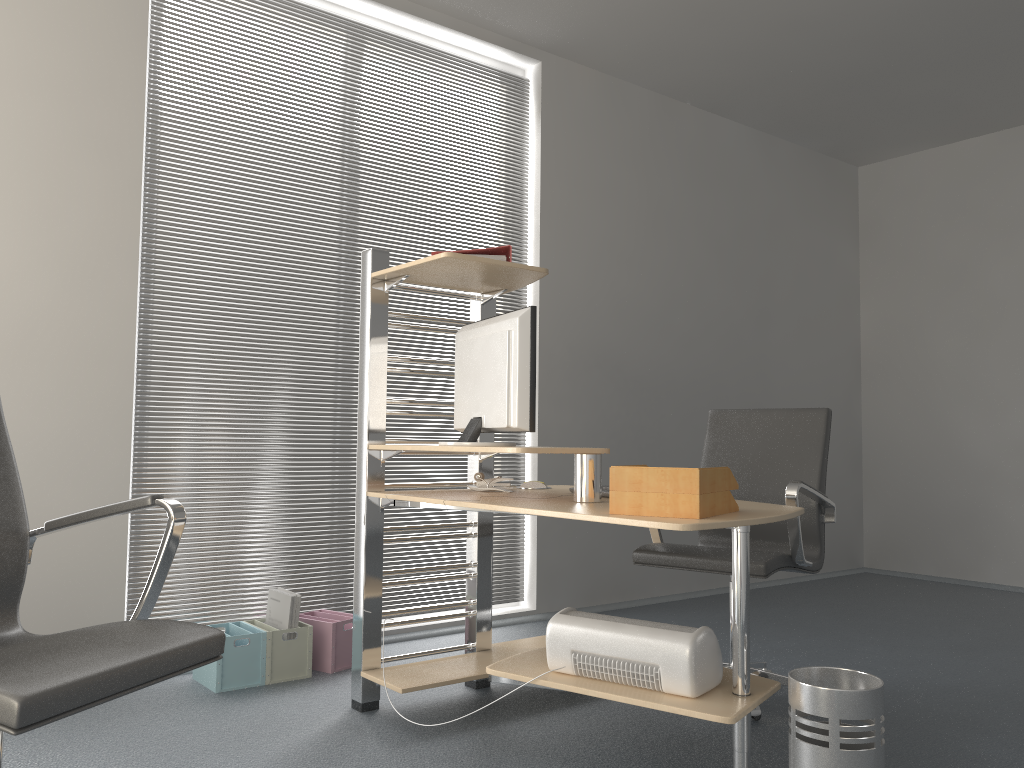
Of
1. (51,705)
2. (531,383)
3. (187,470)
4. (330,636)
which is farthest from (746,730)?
(187,470)

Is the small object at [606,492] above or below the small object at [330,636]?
above

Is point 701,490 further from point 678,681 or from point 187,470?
point 187,470

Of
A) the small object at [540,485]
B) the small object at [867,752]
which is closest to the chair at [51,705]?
the small object at [867,752]

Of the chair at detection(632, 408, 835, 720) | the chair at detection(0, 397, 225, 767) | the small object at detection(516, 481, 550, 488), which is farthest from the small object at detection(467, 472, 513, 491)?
the chair at detection(0, 397, 225, 767)

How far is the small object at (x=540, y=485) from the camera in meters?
3.3 m

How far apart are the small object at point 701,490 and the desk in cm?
7

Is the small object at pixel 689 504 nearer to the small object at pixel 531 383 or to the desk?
the desk

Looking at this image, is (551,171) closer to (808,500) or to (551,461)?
(551,461)

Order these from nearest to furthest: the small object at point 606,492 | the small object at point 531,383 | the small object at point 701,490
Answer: the small object at point 701,490 < the small object at point 531,383 < the small object at point 606,492
